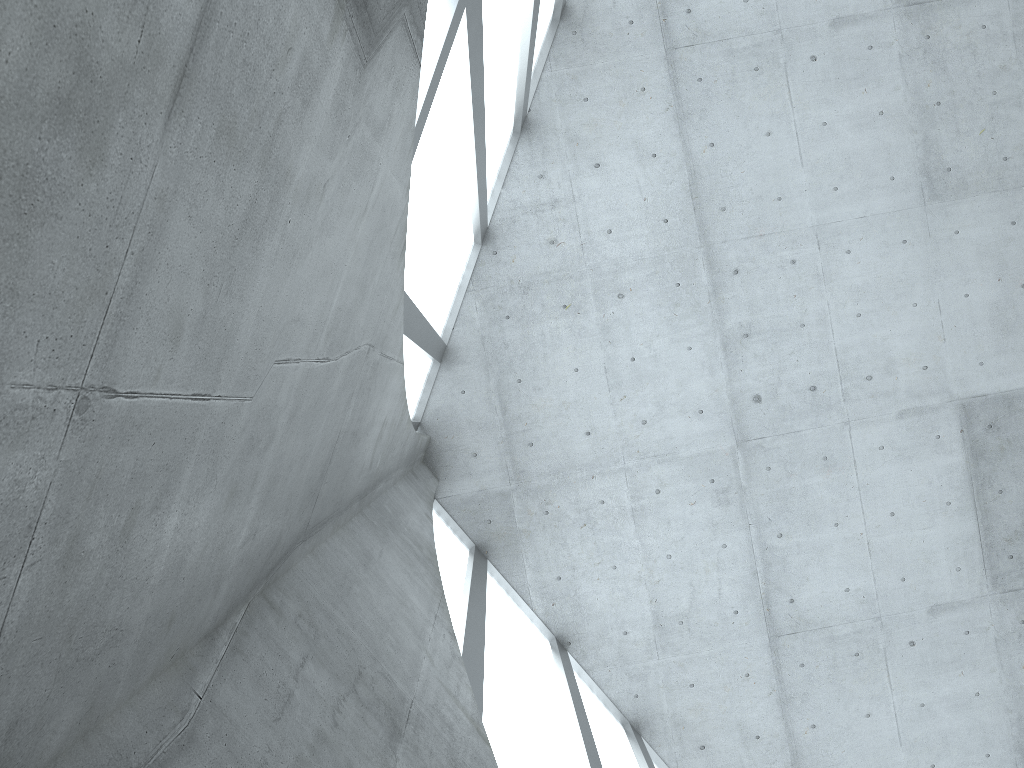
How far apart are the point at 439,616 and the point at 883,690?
17.1m
